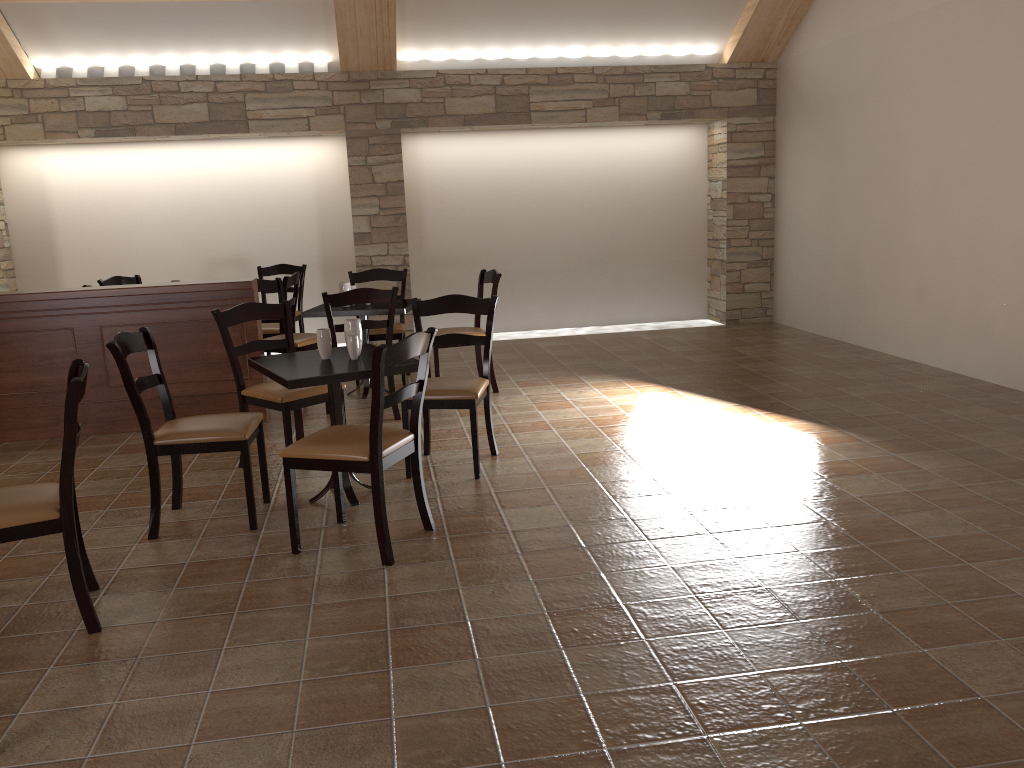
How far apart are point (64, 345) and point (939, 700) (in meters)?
5.07

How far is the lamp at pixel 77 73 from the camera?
7.7m

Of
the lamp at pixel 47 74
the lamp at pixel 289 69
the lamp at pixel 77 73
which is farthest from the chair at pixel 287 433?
the lamp at pixel 47 74

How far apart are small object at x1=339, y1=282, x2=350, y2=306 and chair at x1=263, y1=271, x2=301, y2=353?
0.8 meters

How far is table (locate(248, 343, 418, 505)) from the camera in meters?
3.7

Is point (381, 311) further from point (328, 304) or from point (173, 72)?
point (173, 72)

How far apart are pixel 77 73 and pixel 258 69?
1.53m

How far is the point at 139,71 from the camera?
7.8 meters

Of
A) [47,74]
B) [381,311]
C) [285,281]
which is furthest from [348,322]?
[47,74]

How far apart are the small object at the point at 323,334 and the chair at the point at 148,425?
0.4 meters
